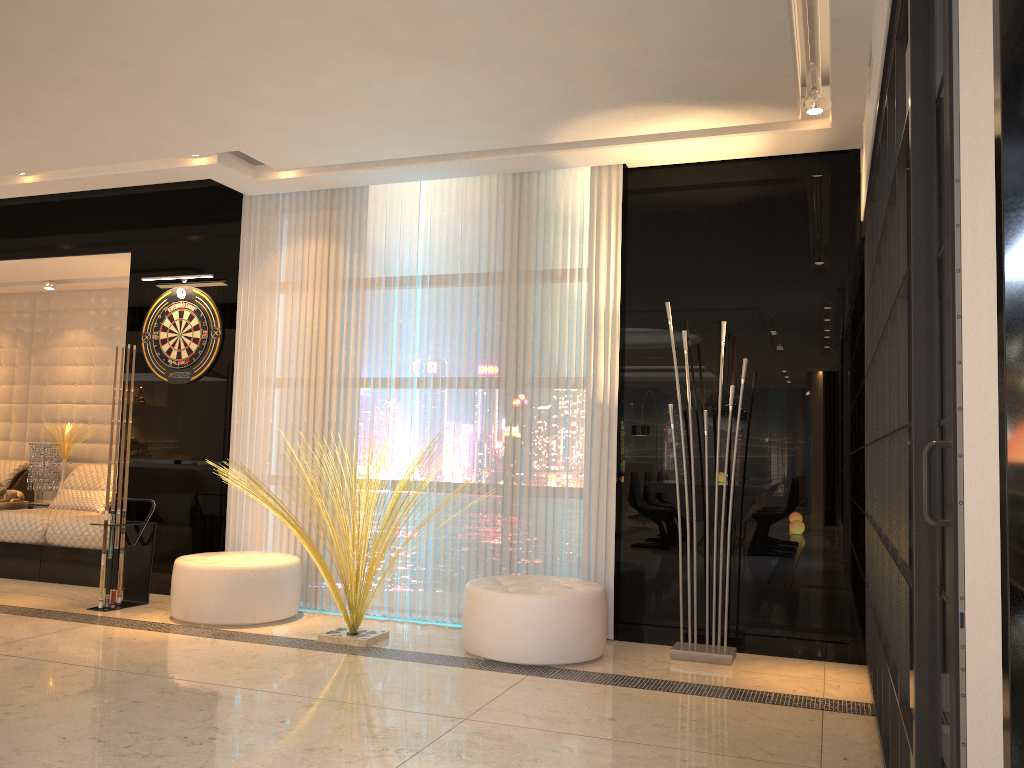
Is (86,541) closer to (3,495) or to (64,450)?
(3,495)

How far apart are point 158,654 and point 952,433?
3.8m

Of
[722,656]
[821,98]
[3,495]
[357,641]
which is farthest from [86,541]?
[821,98]

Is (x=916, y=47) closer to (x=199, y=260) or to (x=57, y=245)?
(x=199, y=260)

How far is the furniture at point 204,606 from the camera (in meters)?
4.86

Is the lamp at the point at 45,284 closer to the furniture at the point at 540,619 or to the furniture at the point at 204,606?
the furniture at the point at 204,606

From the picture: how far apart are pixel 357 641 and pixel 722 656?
1.8 meters

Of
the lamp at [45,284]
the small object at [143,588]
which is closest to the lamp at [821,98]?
the small object at [143,588]

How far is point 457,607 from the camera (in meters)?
5.09

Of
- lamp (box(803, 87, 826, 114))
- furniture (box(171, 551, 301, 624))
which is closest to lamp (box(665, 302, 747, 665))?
furniture (box(171, 551, 301, 624))
